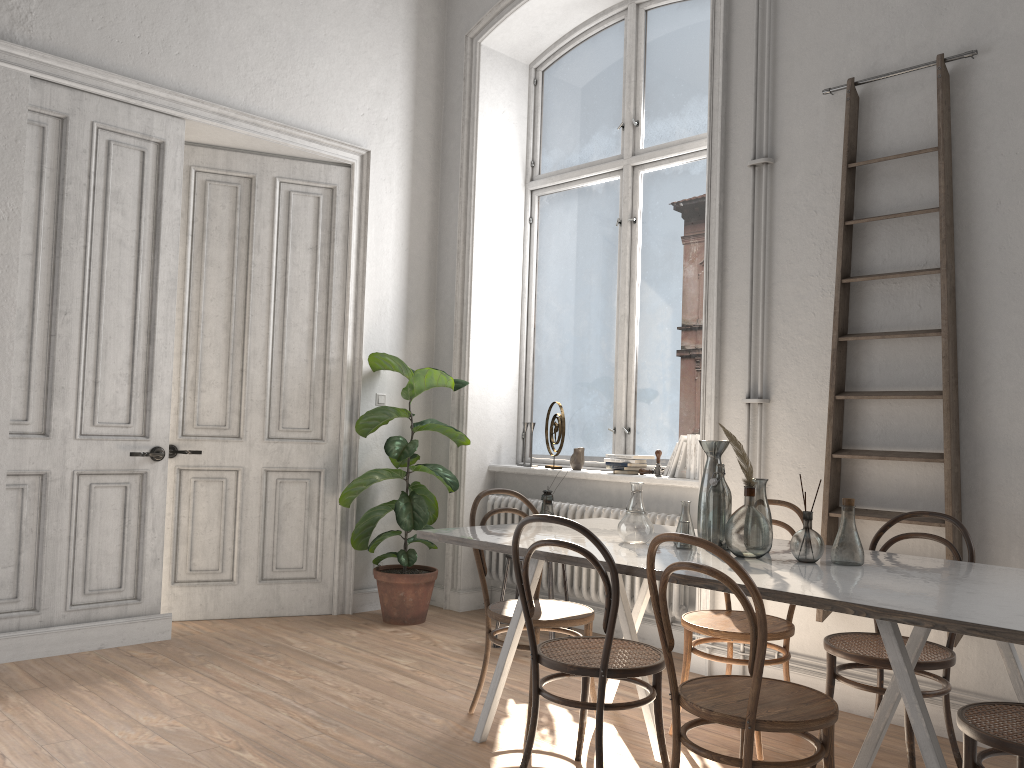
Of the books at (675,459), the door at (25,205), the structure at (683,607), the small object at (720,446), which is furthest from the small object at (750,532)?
the door at (25,205)

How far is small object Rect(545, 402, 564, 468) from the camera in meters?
5.5 m

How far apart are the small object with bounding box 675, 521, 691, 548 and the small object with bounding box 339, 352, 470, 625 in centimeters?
233cm

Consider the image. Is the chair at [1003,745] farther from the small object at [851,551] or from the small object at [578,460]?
the small object at [578,460]

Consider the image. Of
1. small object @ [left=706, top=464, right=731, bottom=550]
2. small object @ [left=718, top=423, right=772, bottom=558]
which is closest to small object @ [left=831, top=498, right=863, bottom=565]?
small object @ [left=718, top=423, right=772, bottom=558]

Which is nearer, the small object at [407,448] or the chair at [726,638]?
the chair at [726,638]

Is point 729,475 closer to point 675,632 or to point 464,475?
point 675,632

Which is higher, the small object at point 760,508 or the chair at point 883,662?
the small object at point 760,508

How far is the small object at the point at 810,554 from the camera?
2.83m

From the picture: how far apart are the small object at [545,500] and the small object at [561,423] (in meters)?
0.66
